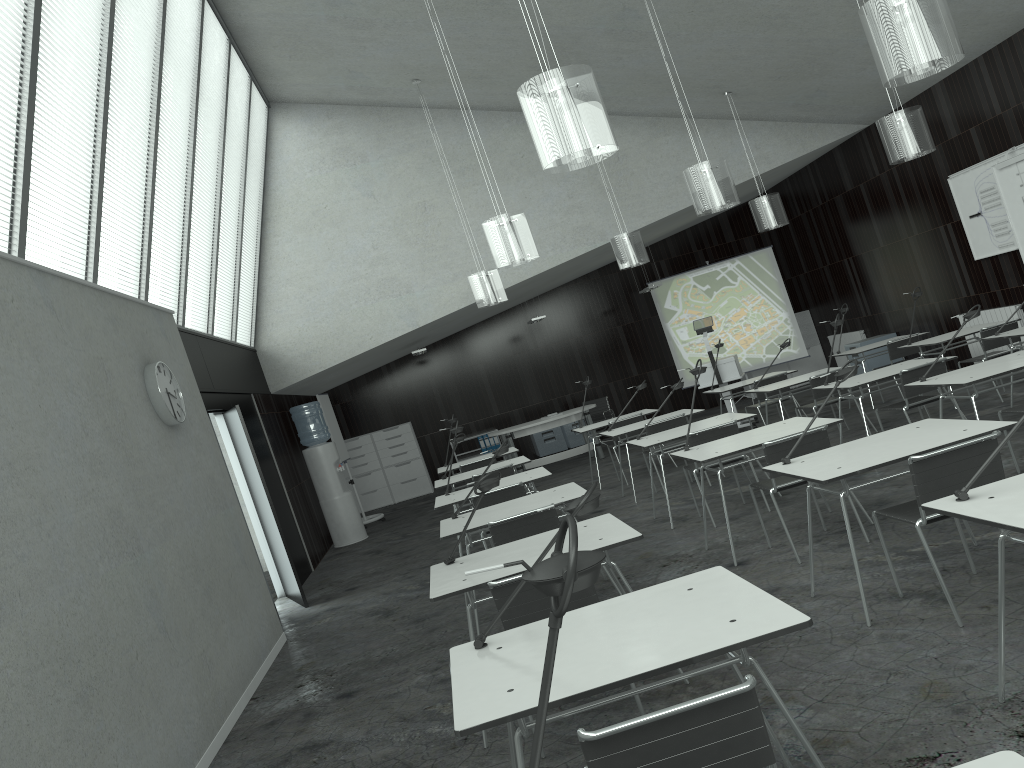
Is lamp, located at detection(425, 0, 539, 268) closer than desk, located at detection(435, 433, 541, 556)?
Yes

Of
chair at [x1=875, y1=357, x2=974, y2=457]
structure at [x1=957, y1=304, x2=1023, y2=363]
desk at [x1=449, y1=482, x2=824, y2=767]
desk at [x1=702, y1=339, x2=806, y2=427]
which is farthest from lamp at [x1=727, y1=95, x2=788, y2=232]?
desk at [x1=449, y1=482, x2=824, y2=767]

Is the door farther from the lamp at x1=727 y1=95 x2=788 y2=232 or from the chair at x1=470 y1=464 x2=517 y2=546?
the lamp at x1=727 y1=95 x2=788 y2=232

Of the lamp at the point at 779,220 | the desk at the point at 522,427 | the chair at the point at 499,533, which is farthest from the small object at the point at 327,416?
the chair at the point at 499,533

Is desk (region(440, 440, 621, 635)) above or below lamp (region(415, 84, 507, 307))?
below

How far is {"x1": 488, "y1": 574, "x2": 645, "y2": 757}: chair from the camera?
3.4 meters

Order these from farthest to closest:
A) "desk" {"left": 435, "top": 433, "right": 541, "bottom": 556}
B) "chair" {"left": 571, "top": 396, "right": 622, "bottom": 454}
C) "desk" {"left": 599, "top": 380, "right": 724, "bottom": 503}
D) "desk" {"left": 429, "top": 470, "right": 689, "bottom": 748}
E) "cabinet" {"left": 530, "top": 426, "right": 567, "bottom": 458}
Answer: → "cabinet" {"left": 530, "top": 426, "right": 567, "bottom": 458} < "chair" {"left": 571, "top": 396, "right": 622, "bottom": 454} < "desk" {"left": 599, "top": 380, "right": 724, "bottom": 503} < "desk" {"left": 435, "top": 433, "right": 541, "bottom": 556} < "desk" {"left": 429, "top": 470, "right": 689, "bottom": 748}

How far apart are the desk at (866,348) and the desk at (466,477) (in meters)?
4.29

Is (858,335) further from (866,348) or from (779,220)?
(779,220)

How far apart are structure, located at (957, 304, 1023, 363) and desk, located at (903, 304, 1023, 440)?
4.4 meters
